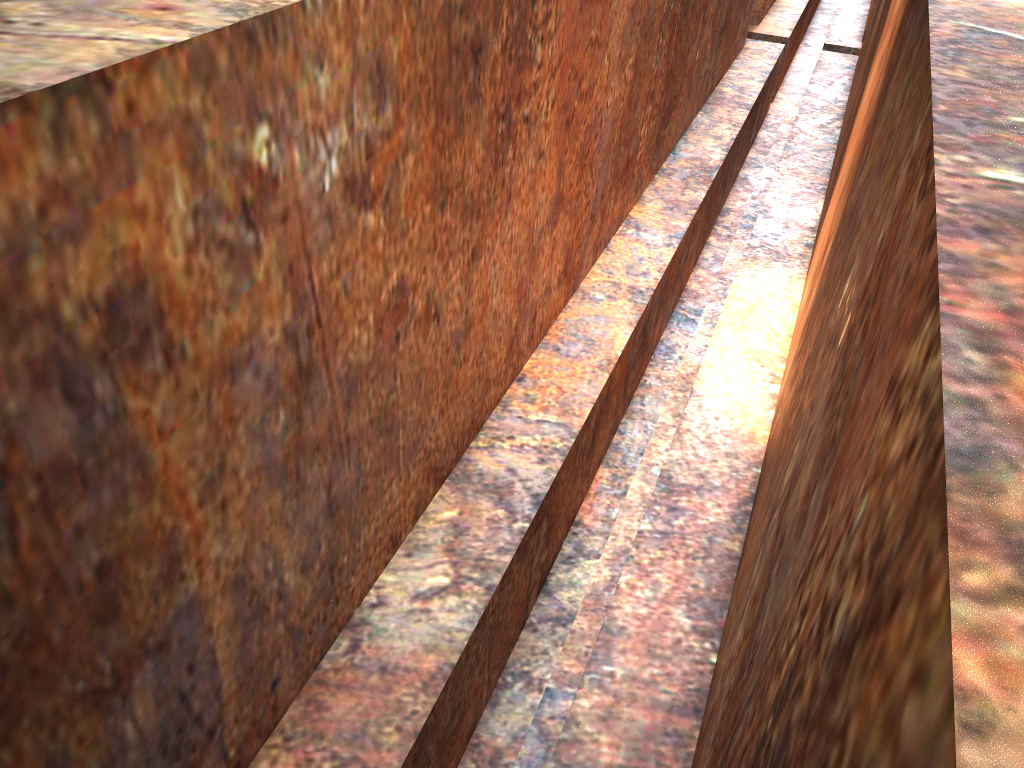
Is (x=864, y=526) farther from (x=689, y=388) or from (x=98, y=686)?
(x=689, y=388)
